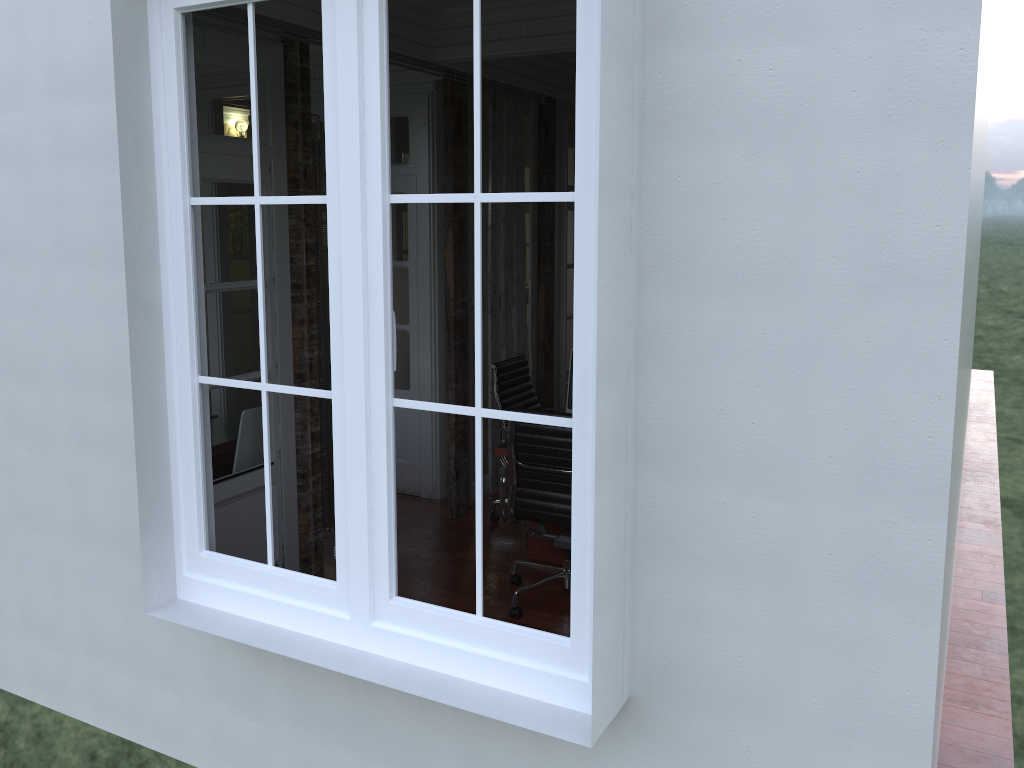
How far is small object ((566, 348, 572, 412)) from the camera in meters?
4.7 m

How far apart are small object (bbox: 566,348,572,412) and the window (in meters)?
2.29

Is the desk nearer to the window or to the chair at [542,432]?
the chair at [542,432]

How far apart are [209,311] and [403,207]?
2.2 meters

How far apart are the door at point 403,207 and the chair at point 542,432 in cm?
164

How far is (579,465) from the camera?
2.2m

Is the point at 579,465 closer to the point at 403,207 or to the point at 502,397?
the point at 502,397

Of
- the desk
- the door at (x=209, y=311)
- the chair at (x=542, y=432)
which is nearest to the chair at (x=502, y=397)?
the desk

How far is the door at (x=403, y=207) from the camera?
5.8m

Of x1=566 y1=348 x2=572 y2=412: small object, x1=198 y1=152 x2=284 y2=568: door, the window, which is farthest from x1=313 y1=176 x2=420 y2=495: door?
the window
